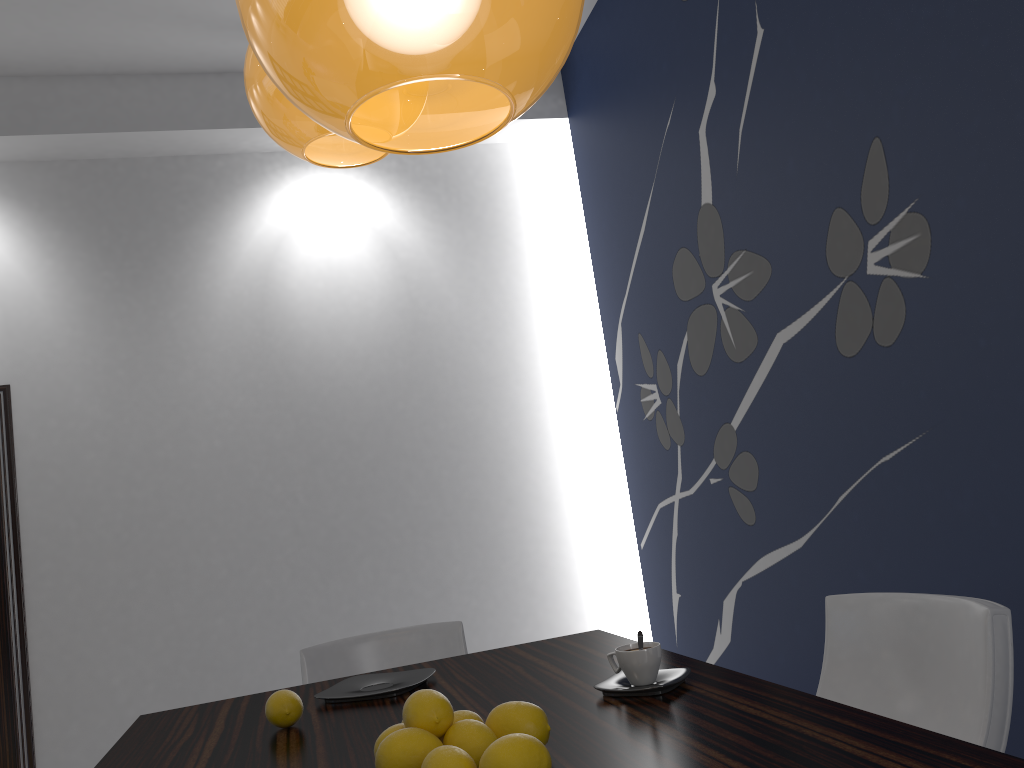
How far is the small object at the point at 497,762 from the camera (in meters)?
1.03

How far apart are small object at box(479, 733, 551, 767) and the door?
3.9 meters

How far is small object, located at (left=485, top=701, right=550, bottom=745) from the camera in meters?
1.2

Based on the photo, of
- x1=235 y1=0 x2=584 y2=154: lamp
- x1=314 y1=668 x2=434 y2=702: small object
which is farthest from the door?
x1=235 y1=0 x2=584 y2=154: lamp

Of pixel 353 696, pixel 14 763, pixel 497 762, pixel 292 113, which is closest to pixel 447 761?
pixel 497 762

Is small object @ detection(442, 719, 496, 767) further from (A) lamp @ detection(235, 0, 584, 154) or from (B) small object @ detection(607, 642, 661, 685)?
(A) lamp @ detection(235, 0, 584, 154)

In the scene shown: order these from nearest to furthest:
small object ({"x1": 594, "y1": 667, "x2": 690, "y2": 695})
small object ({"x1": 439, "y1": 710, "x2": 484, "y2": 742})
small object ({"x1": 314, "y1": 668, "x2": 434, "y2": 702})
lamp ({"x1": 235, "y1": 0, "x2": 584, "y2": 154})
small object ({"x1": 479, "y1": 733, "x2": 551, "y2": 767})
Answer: lamp ({"x1": 235, "y1": 0, "x2": 584, "y2": 154}), small object ({"x1": 479, "y1": 733, "x2": 551, "y2": 767}), small object ({"x1": 439, "y1": 710, "x2": 484, "y2": 742}), small object ({"x1": 594, "y1": 667, "x2": 690, "y2": 695}), small object ({"x1": 314, "y1": 668, "x2": 434, "y2": 702})

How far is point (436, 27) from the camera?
0.78m

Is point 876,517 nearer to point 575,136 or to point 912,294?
point 912,294

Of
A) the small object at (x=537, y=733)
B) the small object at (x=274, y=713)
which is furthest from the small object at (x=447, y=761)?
the small object at (x=274, y=713)
